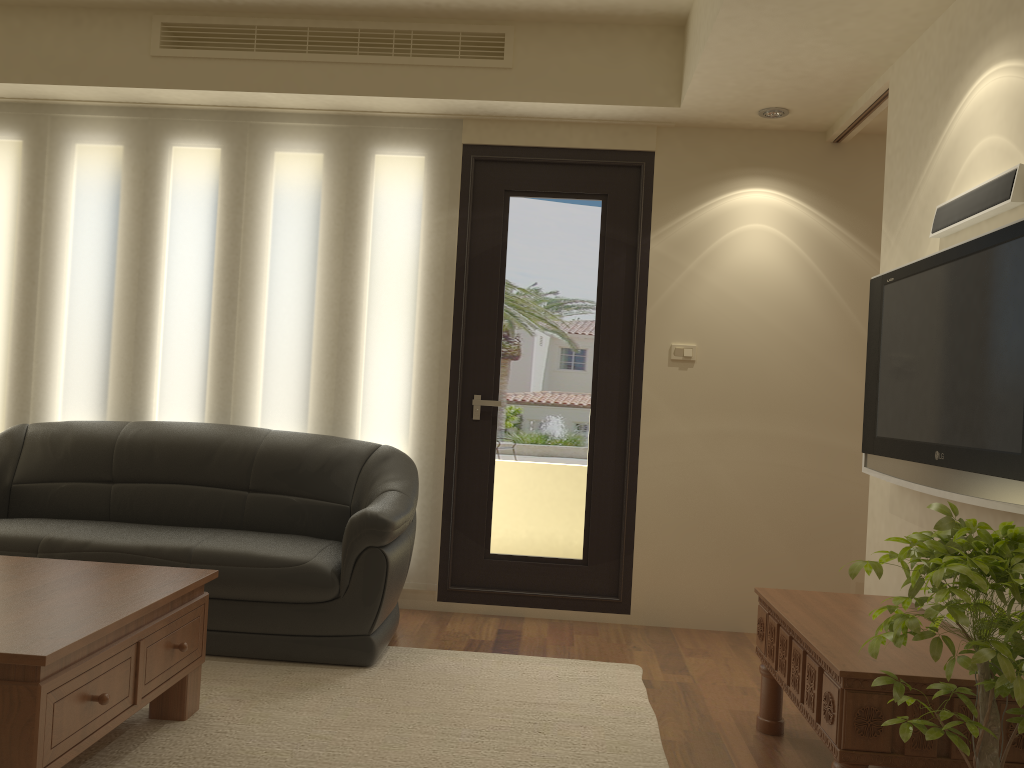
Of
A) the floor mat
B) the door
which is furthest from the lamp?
the floor mat

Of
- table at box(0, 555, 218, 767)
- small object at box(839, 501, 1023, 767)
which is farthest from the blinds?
small object at box(839, 501, 1023, 767)

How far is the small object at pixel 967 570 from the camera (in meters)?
1.83

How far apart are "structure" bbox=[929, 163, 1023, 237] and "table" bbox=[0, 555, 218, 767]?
2.7m

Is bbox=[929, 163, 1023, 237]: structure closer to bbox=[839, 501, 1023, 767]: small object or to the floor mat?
bbox=[839, 501, 1023, 767]: small object

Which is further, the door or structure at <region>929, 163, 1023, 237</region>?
the door

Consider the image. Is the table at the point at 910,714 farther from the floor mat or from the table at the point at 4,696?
the table at the point at 4,696

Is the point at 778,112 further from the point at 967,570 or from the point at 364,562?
the point at 967,570

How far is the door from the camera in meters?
4.6

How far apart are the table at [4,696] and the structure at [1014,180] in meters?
2.7 m
